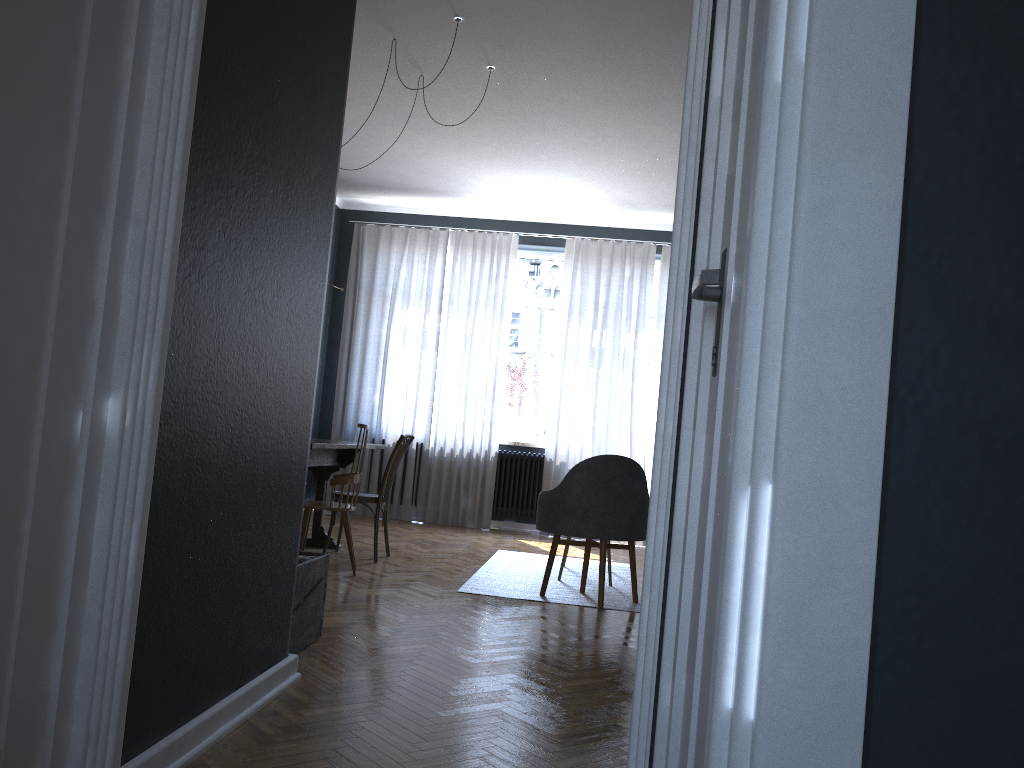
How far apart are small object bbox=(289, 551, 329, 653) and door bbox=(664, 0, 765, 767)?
1.90m

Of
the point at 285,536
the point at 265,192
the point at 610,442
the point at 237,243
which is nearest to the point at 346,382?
the point at 610,442

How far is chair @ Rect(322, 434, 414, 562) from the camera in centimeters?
555cm

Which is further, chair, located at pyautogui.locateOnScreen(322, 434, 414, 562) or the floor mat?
chair, located at pyautogui.locateOnScreen(322, 434, 414, 562)

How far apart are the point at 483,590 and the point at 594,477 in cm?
88

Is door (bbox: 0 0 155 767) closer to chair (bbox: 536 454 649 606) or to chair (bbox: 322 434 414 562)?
chair (bbox: 536 454 649 606)

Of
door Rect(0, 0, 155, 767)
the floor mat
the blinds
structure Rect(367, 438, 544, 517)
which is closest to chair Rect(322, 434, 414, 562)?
the floor mat

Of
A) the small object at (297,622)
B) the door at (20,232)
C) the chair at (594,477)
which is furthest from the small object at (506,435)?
the door at (20,232)

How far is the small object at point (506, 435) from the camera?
8.37m

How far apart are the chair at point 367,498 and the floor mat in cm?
75
